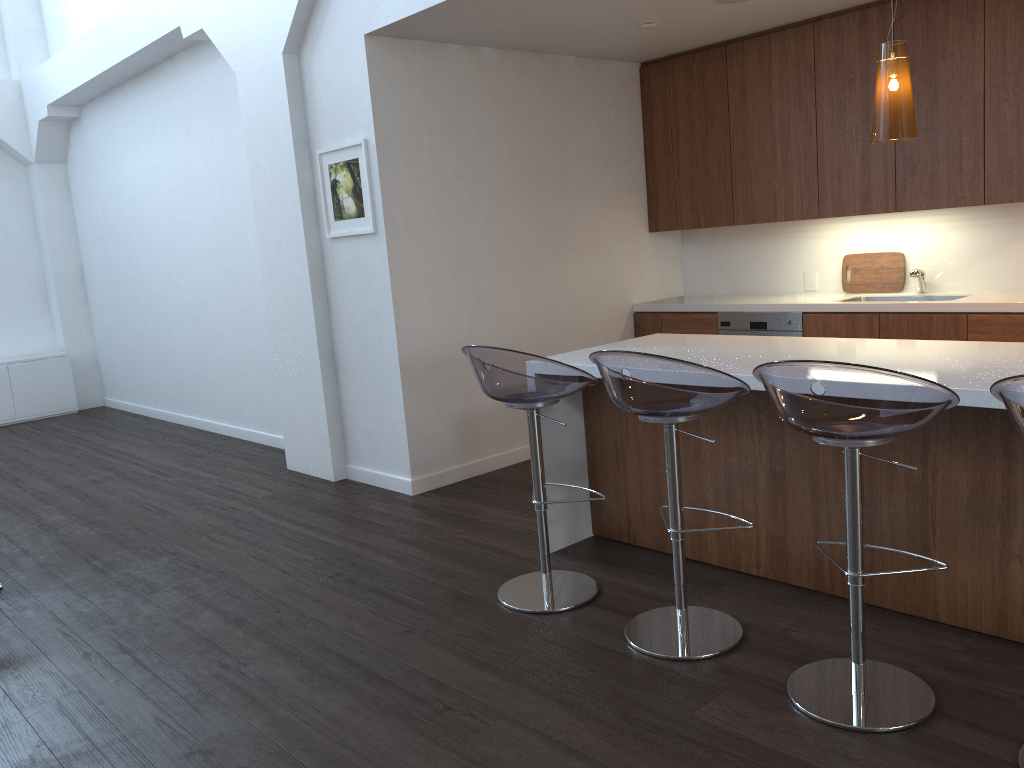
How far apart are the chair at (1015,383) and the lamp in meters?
1.2

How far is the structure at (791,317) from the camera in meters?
5.3

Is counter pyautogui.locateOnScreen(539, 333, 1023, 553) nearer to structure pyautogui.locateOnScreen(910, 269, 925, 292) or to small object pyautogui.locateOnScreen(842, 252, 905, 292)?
structure pyautogui.locateOnScreen(910, 269, 925, 292)

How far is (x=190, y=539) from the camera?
4.57m

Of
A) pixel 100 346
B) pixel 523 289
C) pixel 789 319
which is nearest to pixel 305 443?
pixel 523 289

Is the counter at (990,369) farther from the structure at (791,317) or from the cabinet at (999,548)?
the structure at (791,317)

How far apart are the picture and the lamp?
2.7m

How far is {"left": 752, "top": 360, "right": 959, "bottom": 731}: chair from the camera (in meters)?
2.21

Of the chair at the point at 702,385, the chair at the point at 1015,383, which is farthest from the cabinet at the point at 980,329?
the chair at the point at 1015,383

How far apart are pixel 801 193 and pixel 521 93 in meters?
1.8
